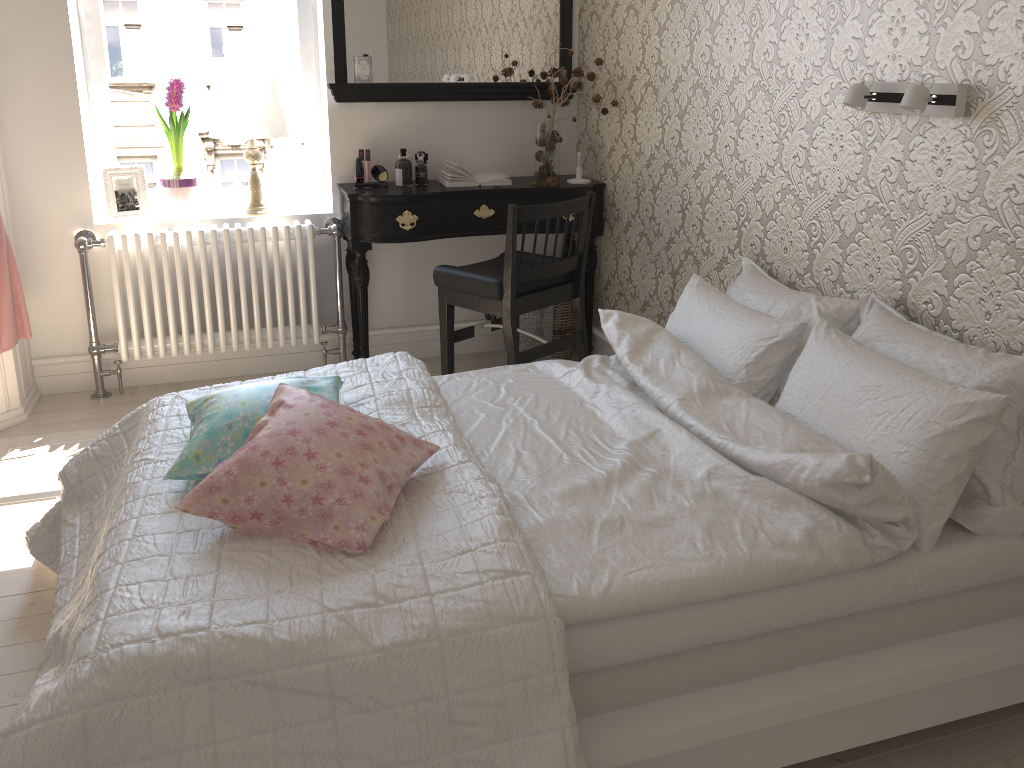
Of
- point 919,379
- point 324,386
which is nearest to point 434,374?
point 324,386

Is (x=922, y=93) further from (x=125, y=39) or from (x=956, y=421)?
(x=125, y=39)

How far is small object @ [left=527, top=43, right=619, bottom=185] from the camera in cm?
361

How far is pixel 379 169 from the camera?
3.7m

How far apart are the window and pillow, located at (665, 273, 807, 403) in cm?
201

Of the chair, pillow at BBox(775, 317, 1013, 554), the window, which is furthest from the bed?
the window

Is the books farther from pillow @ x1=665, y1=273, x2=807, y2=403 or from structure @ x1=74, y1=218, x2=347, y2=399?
pillow @ x1=665, y1=273, x2=807, y2=403

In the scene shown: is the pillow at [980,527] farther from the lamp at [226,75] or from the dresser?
the dresser

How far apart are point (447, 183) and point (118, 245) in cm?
132

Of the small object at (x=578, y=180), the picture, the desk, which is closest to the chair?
the desk
